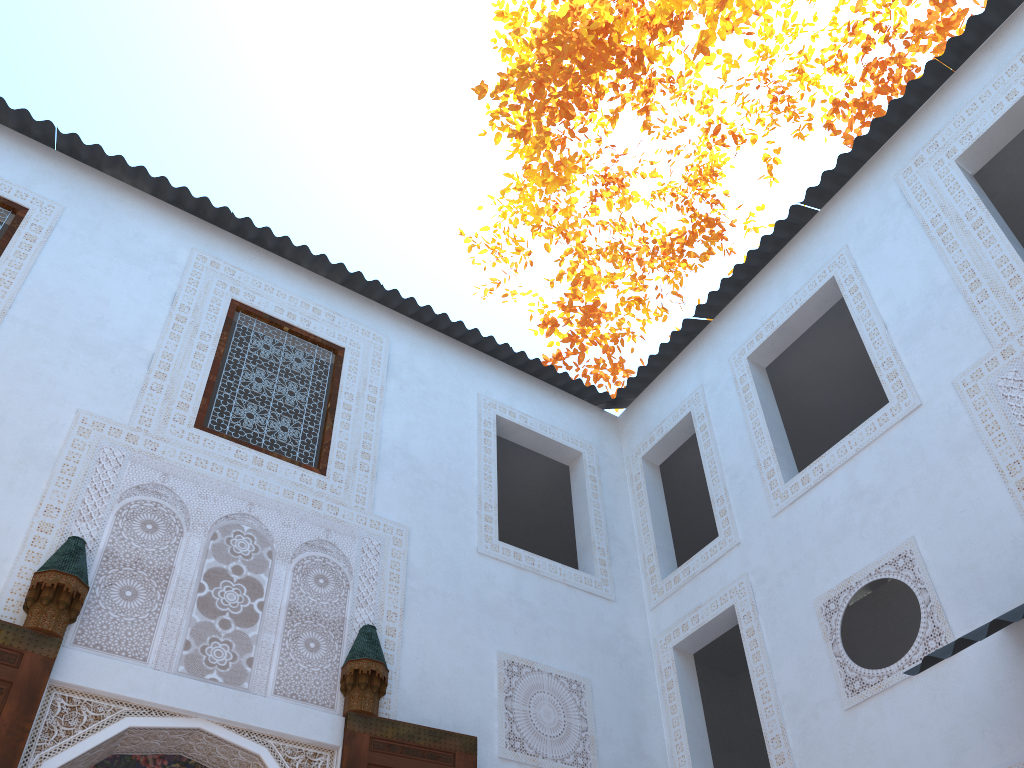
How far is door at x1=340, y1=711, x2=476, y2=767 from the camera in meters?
3.3 m

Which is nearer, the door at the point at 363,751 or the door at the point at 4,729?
the door at the point at 4,729

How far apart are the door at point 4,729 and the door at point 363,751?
1.06m

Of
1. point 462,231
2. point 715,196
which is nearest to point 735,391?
point 462,231

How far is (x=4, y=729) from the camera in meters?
2.7

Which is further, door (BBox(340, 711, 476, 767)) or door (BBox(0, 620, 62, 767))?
door (BBox(340, 711, 476, 767))

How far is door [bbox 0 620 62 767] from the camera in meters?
2.7

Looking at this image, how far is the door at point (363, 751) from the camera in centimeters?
330cm

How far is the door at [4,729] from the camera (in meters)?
2.71

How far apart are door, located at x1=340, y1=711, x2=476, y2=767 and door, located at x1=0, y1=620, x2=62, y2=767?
1.1m
